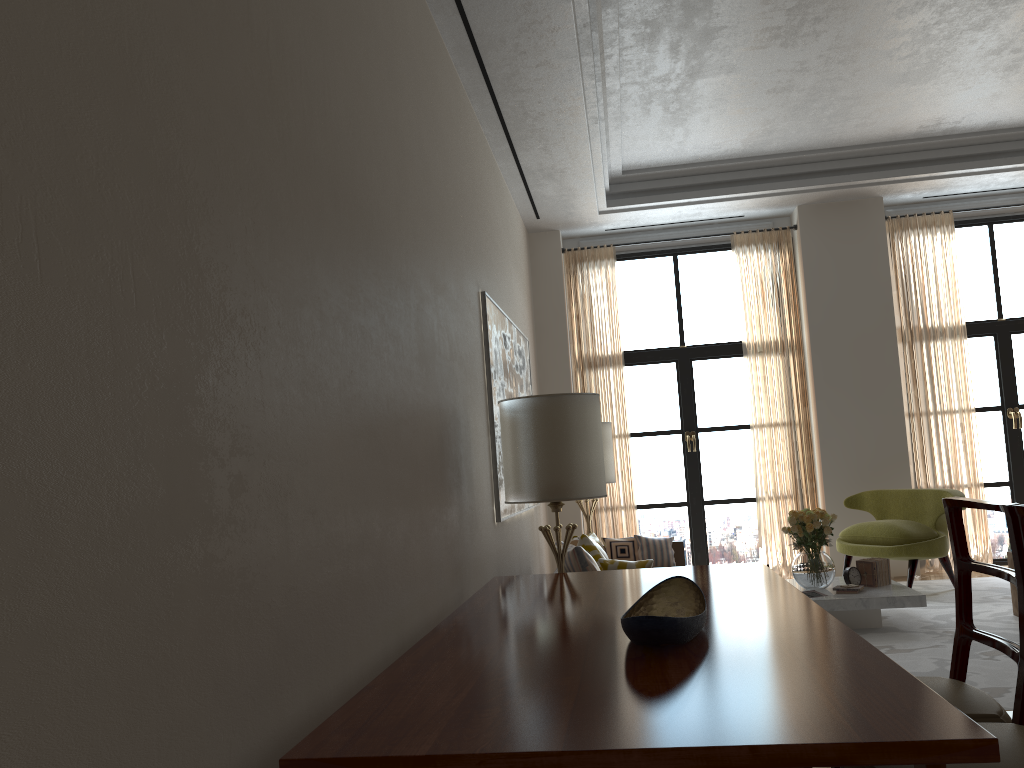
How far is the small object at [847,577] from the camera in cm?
869

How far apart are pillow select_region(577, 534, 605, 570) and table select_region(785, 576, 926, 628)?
2.1m

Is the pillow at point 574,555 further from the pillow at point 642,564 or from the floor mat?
the floor mat

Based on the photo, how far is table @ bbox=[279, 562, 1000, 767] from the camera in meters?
2.2

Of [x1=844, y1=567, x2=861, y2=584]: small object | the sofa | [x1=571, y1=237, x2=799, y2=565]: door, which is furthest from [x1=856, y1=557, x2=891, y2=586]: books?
[x1=571, y1=237, x2=799, y2=565]: door

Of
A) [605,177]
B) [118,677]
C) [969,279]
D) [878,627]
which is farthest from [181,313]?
[969,279]

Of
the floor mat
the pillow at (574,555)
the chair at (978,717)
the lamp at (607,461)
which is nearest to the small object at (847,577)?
the floor mat

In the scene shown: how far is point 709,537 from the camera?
12.5m

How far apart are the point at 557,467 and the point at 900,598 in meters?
3.9 m

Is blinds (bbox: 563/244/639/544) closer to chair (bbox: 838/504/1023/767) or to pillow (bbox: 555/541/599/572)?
pillow (bbox: 555/541/599/572)
